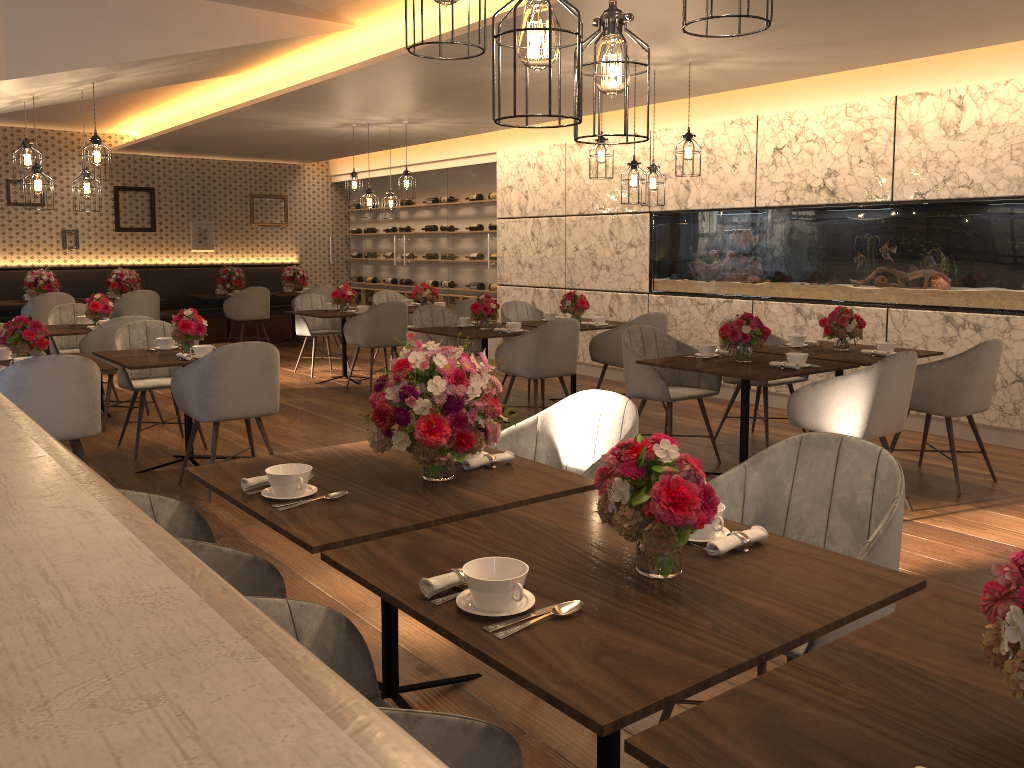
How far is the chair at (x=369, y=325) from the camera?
8.3 meters

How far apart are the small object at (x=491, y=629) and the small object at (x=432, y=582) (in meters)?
0.17

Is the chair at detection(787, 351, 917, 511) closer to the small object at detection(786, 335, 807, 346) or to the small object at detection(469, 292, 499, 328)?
the small object at detection(786, 335, 807, 346)

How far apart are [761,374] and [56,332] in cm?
539

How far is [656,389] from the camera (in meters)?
5.44

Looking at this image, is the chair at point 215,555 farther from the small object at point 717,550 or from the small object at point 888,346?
the small object at point 888,346

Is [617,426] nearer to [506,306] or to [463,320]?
[463,320]

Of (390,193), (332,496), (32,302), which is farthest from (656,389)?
(32,302)

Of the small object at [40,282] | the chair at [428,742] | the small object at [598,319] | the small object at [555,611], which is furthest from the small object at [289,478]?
the small object at [40,282]

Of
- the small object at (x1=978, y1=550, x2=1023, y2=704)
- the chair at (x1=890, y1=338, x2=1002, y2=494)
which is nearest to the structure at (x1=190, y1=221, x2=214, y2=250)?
the chair at (x1=890, y1=338, x2=1002, y2=494)
